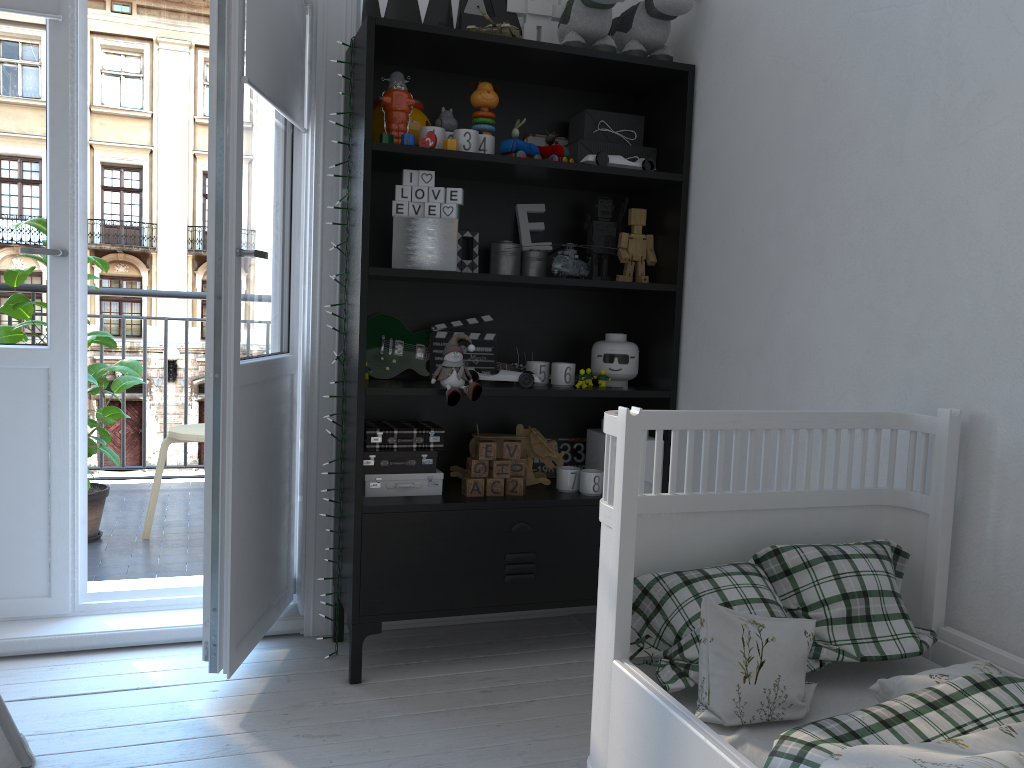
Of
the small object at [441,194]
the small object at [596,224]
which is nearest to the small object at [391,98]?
the small object at [441,194]

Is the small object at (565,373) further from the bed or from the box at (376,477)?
the bed

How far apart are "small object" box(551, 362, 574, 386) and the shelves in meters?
0.1 m

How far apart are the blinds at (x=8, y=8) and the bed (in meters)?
1.97

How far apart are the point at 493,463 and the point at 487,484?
0.06m

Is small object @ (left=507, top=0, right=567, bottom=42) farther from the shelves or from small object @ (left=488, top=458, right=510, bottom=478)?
small object @ (left=488, top=458, right=510, bottom=478)

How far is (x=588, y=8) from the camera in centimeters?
237cm

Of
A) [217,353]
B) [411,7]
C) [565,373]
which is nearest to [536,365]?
[565,373]

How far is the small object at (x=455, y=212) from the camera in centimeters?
230cm

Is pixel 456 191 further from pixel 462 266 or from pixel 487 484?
pixel 487 484
